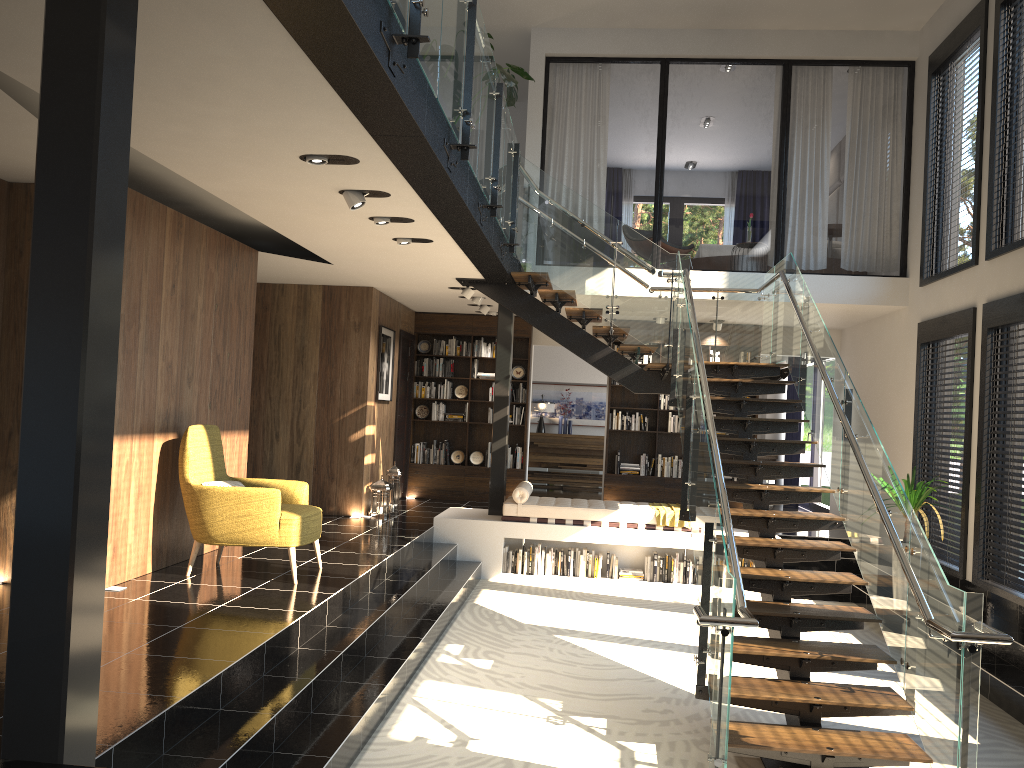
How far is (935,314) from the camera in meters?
9.0 m

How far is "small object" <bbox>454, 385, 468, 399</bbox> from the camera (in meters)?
12.85

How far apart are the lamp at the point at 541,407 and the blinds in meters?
4.1 m

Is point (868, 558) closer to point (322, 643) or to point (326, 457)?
point (322, 643)

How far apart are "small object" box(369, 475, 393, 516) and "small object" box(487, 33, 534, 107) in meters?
4.9

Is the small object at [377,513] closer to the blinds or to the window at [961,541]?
the window at [961,541]

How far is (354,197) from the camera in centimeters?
578cm

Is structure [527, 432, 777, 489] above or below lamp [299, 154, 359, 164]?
below

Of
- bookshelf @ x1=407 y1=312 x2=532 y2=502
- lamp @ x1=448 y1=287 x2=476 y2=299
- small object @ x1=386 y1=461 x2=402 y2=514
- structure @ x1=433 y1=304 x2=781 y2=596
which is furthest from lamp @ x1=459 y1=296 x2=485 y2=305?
small object @ x1=386 y1=461 x2=402 y2=514

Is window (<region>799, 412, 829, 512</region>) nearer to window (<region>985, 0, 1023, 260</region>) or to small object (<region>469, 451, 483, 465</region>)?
small object (<region>469, 451, 483, 465</region>)
